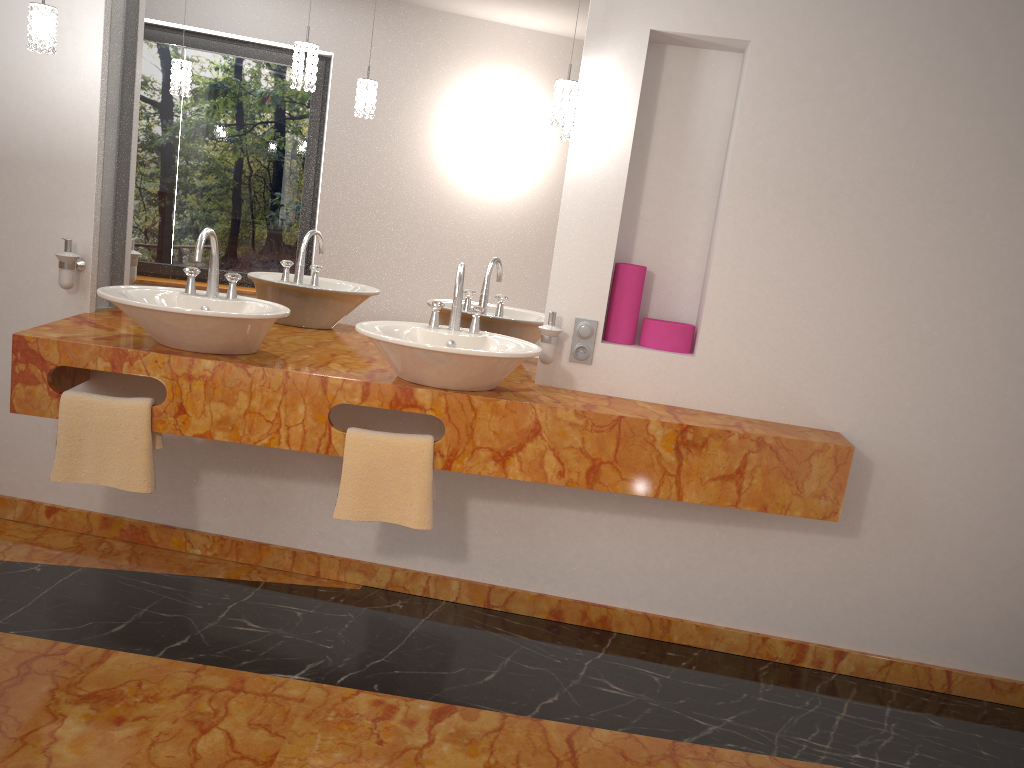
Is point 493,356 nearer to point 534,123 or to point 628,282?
point 628,282

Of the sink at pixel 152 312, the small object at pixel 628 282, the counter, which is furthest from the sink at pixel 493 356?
the small object at pixel 628 282

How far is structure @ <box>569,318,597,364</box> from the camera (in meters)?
2.82

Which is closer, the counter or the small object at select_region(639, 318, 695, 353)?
the counter

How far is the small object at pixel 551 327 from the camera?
2.8 meters

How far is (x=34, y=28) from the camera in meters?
2.6

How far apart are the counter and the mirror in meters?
0.1 m

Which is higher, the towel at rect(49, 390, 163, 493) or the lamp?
the lamp

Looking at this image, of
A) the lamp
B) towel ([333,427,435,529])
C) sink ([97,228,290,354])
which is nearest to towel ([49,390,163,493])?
sink ([97,228,290,354])

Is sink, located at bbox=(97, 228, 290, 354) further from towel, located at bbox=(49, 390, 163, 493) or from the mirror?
the mirror
